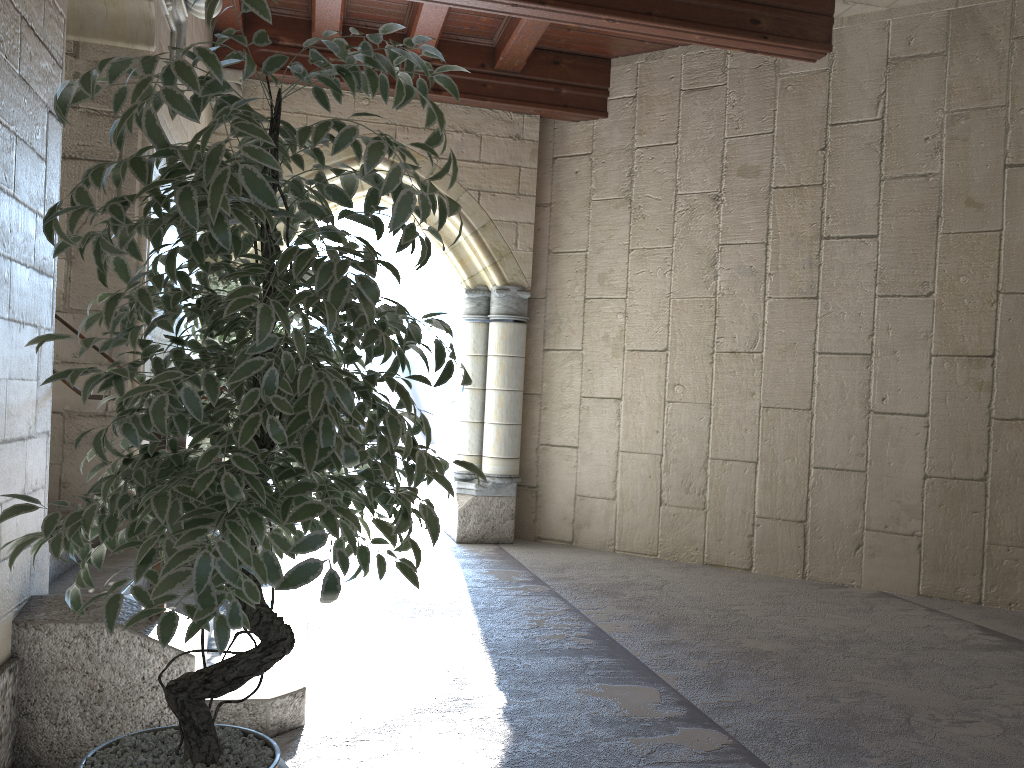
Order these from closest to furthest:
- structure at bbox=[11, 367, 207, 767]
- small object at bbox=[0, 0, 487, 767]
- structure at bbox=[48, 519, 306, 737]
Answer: small object at bbox=[0, 0, 487, 767], structure at bbox=[11, 367, 207, 767], structure at bbox=[48, 519, 306, 737]

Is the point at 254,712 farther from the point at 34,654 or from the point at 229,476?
the point at 229,476

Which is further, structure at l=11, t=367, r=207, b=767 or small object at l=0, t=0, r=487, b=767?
structure at l=11, t=367, r=207, b=767

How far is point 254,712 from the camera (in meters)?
2.41

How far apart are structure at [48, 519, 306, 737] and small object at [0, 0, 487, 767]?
0.7 meters

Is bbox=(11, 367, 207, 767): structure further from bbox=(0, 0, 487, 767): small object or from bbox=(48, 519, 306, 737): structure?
bbox=(0, 0, 487, 767): small object

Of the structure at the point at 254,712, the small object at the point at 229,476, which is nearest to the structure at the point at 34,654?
the structure at the point at 254,712

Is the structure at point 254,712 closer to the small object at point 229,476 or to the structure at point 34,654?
the structure at point 34,654

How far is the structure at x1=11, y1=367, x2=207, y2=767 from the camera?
2.1m

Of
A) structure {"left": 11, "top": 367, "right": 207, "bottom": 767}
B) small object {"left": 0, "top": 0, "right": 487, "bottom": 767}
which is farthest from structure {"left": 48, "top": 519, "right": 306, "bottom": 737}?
small object {"left": 0, "top": 0, "right": 487, "bottom": 767}
